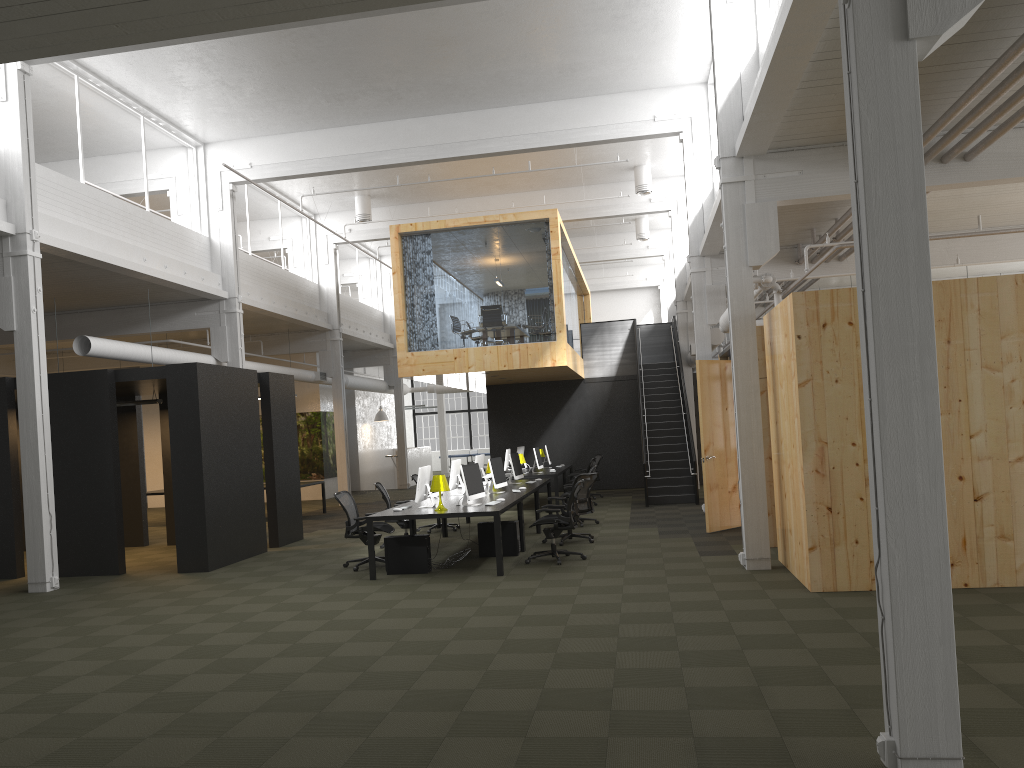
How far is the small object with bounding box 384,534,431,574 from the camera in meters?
10.7

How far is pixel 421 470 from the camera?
11.1m

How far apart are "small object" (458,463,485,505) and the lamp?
0.4 meters

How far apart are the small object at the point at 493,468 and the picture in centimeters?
1300cm

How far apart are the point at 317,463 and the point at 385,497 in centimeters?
1274cm

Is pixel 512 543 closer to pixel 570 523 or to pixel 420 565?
pixel 570 523

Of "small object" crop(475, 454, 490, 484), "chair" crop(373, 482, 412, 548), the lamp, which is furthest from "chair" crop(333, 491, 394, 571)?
"small object" crop(475, 454, 490, 484)

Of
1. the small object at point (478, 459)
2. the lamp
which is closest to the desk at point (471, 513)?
the lamp

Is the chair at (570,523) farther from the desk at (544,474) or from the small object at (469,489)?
the desk at (544,474)

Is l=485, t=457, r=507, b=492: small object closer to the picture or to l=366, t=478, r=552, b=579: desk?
l=366, t=478, r=552, b=579: desk
